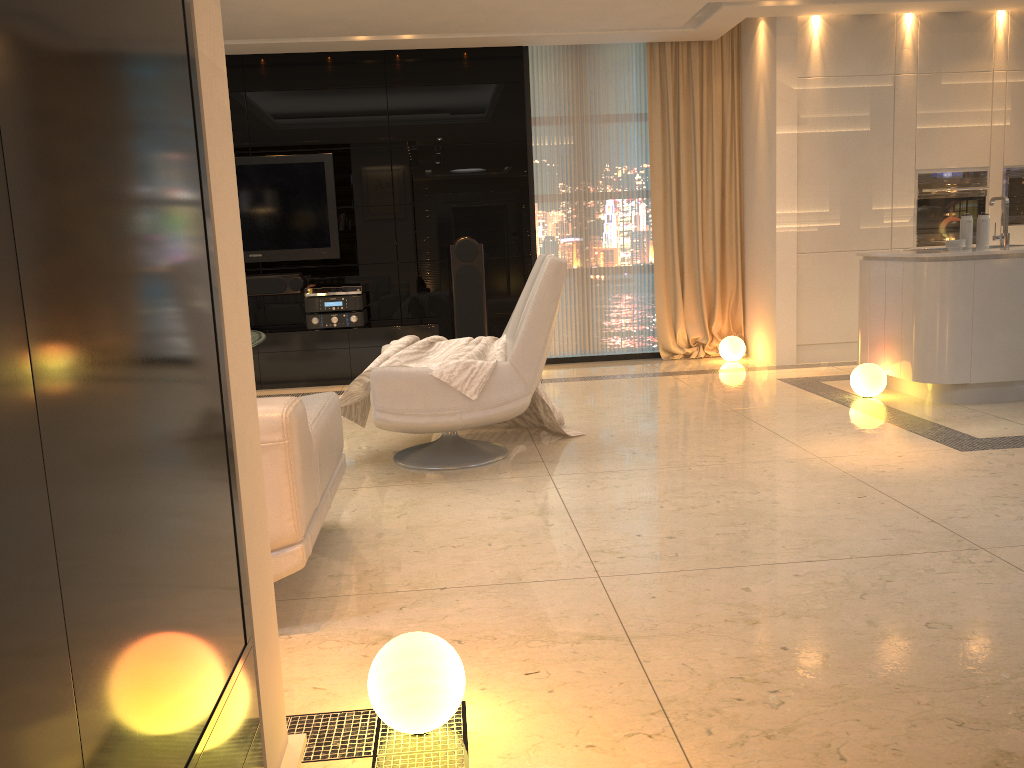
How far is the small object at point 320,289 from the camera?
7.0 meters

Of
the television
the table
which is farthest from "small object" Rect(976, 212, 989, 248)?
the television

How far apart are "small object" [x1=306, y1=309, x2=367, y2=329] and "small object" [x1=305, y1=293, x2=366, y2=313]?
0.04m

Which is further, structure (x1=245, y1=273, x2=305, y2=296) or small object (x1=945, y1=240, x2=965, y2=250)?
structure (x1=245, y1=273, x2=305, y2=296)

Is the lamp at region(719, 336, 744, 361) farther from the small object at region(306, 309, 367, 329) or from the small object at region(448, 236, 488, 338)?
the small object at region(306, 309, 367, 329)

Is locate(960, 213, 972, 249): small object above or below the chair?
above

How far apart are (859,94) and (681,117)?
1.40m

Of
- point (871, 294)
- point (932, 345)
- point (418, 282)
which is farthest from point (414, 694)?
point (418, 282)

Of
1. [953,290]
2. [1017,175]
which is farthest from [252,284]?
[1017,175]

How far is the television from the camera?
7.13m
